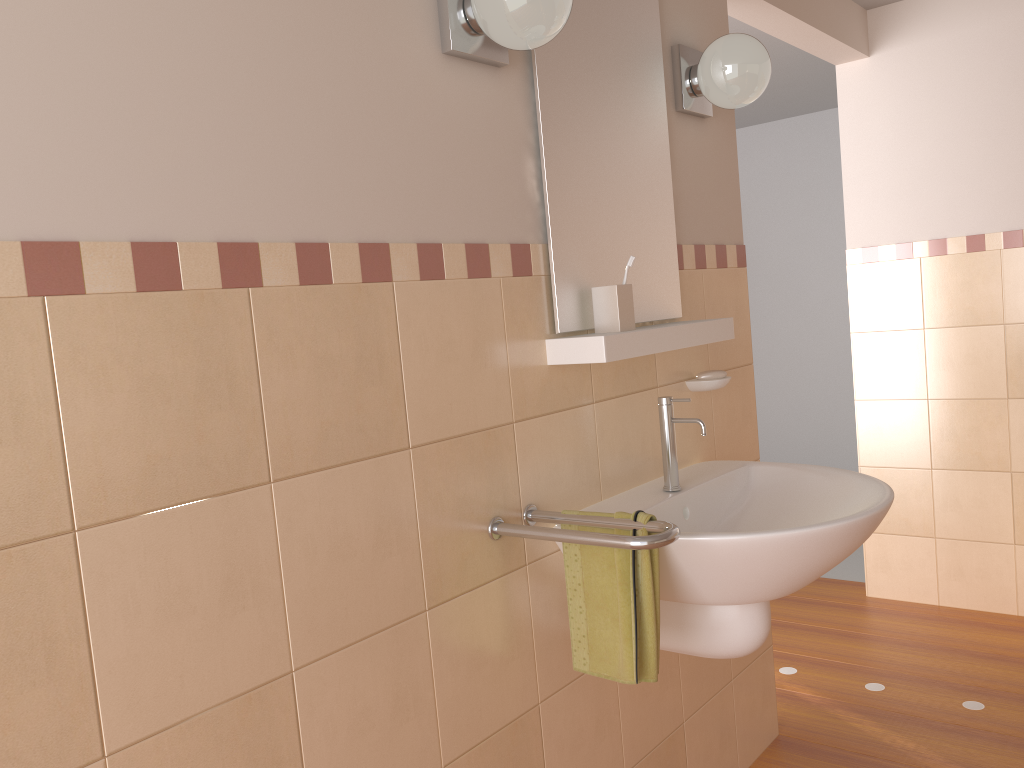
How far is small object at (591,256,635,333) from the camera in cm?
174

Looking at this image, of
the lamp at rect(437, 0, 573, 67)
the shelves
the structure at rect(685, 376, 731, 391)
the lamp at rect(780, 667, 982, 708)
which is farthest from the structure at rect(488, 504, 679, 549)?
the lamp at rect(780, 667, 982, 708)

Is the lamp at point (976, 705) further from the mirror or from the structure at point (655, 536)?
the structure at point (655, 536)

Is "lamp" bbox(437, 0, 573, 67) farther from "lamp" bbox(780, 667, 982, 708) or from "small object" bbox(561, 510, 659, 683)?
"lamp" bbox(780, 667, 982, 708)

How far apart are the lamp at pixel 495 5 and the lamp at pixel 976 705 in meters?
2.2 m

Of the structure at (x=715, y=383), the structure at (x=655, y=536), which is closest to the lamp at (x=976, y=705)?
the structure at (x=715, y=383)

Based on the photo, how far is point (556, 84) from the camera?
1.7 meters

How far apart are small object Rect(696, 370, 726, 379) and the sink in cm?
21

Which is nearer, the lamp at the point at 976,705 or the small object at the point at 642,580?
the small object at the point at 642,580

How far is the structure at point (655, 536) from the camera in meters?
1.4 m
